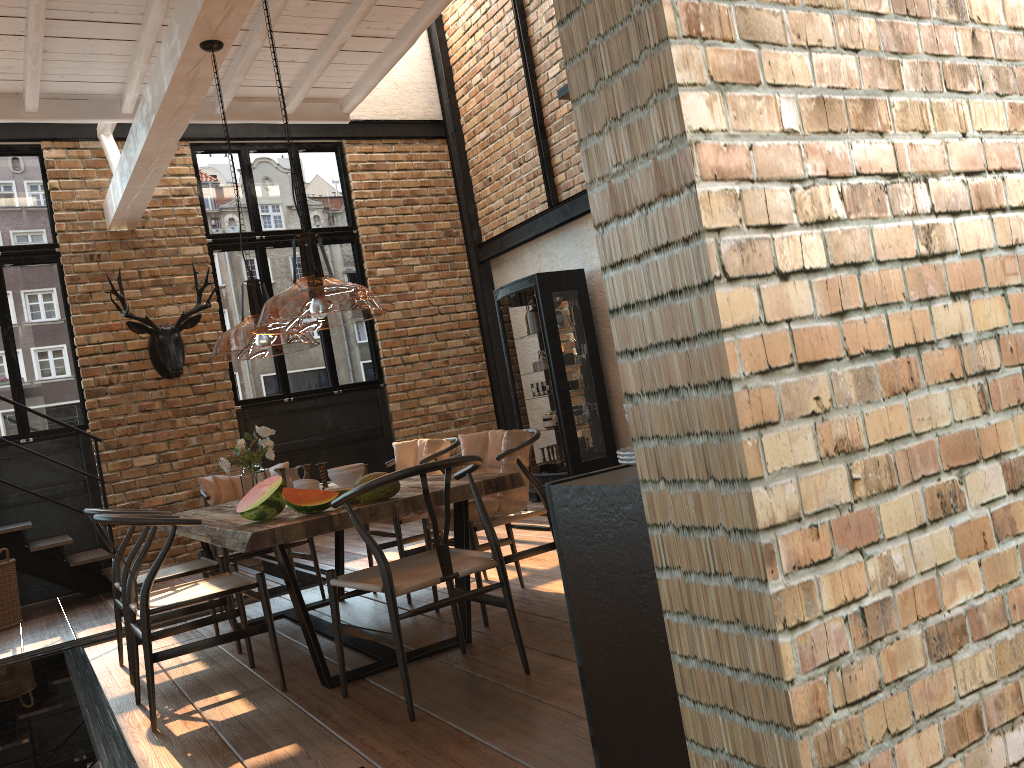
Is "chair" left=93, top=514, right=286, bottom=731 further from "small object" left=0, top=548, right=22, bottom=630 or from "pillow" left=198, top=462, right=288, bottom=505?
"small object" left=0, top=548, right=22, bottom=630

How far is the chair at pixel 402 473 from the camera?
3.1 meters

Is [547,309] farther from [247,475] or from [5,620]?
[5,620]

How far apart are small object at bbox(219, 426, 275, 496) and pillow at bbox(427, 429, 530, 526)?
0.9m

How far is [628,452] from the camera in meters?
1.7

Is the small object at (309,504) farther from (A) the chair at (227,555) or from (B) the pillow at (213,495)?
(B) the pillow at (213,495)

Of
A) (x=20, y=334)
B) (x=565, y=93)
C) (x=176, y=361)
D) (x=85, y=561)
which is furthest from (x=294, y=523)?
(x=20, y=334)

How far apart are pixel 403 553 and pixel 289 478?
0.8m

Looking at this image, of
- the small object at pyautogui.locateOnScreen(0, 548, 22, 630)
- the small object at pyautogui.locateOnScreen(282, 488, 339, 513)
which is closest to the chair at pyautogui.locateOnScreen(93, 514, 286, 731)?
the small object at pyautogui.locateOnScreen(282, 488, 339, 513)

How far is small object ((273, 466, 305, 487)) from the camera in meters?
4.8 m
